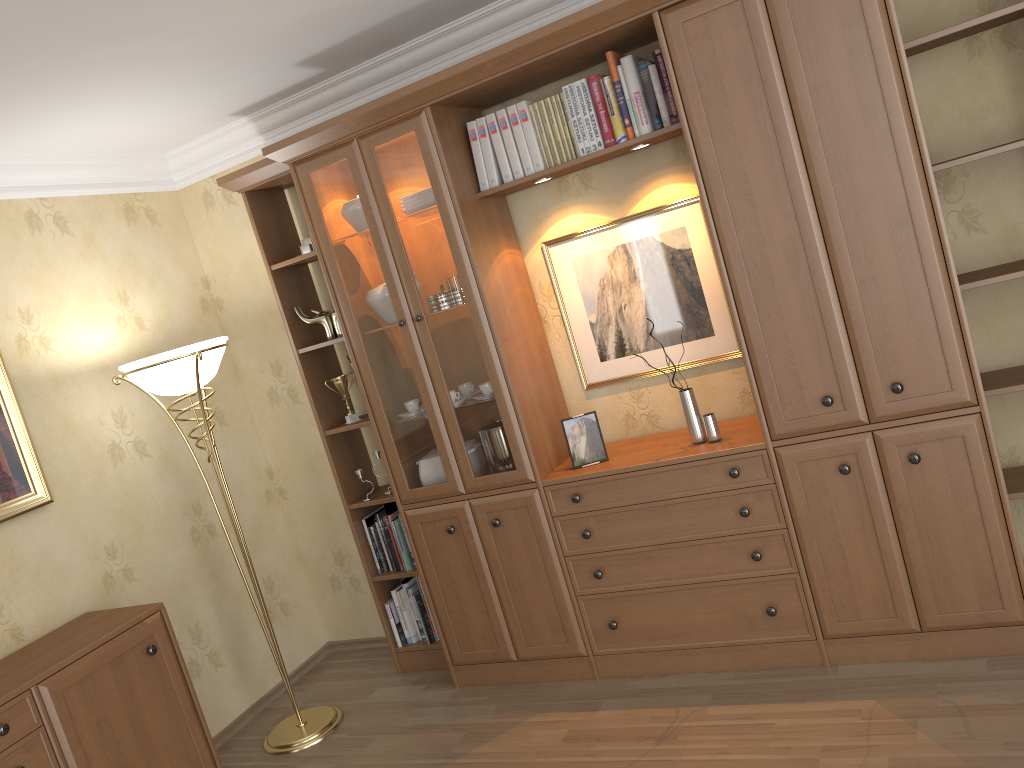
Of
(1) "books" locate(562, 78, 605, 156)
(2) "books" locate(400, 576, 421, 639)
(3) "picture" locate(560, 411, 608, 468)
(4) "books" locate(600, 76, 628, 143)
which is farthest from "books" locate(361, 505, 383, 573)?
(4) "books" locate(600, 76, 628, 143)

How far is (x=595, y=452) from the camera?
3.4 meters

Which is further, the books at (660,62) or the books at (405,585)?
the books at (405,585)

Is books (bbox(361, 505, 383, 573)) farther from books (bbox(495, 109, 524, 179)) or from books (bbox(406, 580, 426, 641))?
books (bbox(495, 109, 524, 179))

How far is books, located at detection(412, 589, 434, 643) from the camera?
4.0m

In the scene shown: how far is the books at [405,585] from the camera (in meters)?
4.03

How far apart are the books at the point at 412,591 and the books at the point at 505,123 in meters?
1.9 m

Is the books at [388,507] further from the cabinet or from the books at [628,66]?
the books at [628,66]

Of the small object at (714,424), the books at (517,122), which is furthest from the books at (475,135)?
the small object at (714,424)

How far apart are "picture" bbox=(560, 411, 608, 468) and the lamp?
1.4 meters
